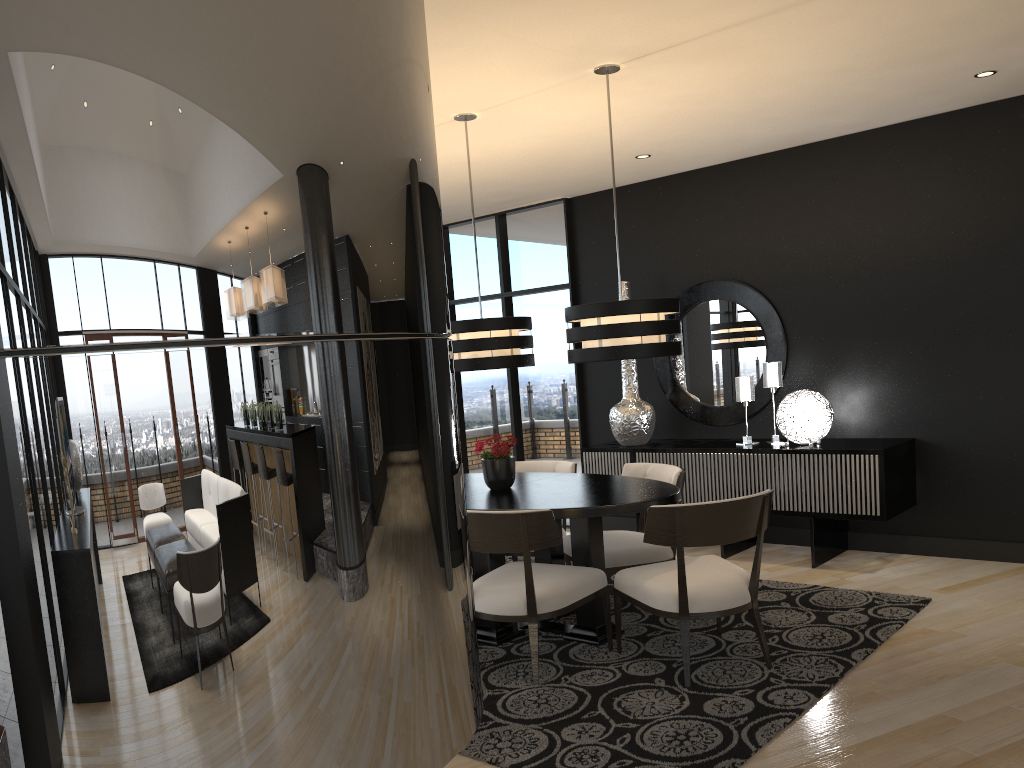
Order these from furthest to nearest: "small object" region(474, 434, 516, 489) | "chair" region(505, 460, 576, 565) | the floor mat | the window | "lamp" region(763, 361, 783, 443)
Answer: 1. the window
2. "lamp" region(763, 361, 783, 443)
3. "chair" region(505, 460, 576, 565)
4. "small object" region(474, 434, 516, 489)
5. the floor mat

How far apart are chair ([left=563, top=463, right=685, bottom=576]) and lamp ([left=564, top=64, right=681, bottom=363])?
0.9m

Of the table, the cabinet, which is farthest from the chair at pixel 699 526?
the cabinet

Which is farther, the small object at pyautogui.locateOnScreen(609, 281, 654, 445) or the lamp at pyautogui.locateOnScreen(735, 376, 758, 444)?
the small object at pyautogui.locateOnScreen(609, 281, 654, 445)

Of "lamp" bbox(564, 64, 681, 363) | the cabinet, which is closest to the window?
the cabinet

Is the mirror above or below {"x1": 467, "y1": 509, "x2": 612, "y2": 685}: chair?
above

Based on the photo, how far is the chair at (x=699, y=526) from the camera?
3.65m

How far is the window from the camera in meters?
7.5

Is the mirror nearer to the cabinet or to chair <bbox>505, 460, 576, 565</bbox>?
the cabinet

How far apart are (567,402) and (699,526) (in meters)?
3.86
